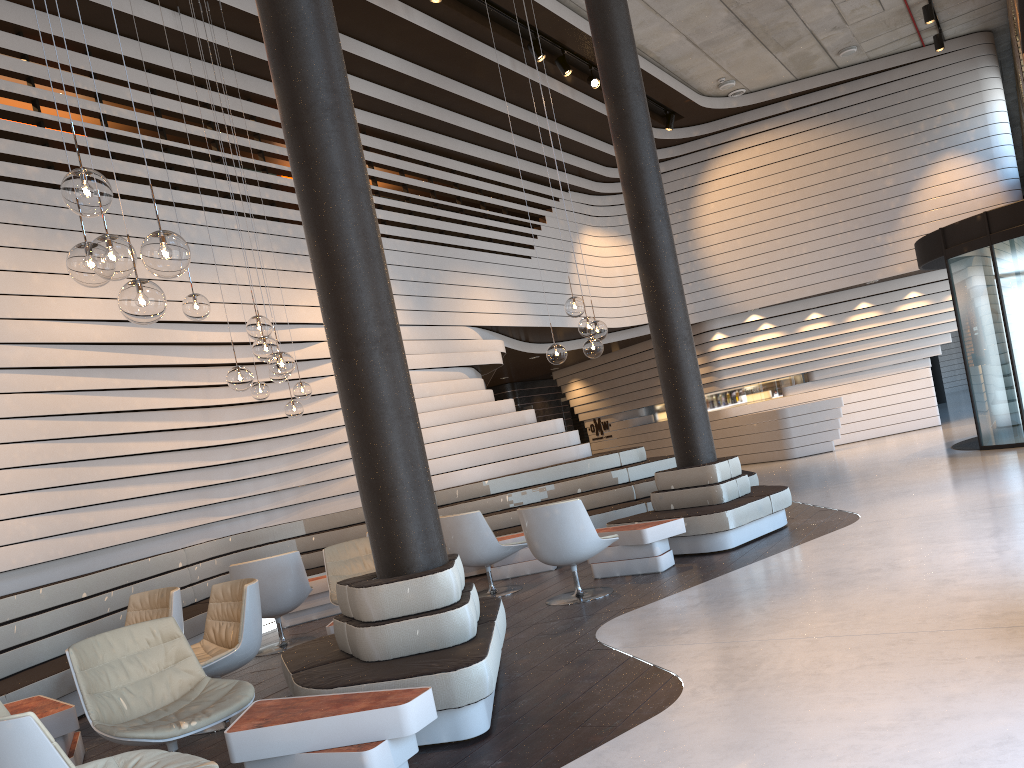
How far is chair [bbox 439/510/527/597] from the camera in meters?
7.3 m

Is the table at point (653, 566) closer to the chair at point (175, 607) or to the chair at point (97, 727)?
the chair at point (175, 607)

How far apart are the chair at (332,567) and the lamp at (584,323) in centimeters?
204cm

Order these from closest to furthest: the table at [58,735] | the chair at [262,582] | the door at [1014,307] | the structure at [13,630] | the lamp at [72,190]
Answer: the lamp at [72,190], the table at [58,735], the structure at [13,630], the chair at [262,582], the door at [1014,307]

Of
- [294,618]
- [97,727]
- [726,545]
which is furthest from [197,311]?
[726,545]

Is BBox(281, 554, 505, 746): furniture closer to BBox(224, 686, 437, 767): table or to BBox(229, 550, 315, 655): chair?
BBox(224, 686, 437, 767): table

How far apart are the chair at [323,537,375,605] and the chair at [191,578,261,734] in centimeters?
95cm

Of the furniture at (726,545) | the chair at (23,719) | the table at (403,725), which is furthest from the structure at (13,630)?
the chair at (23,719)

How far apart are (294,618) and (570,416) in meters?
13.2 m

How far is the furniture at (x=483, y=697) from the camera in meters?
3.7 m
